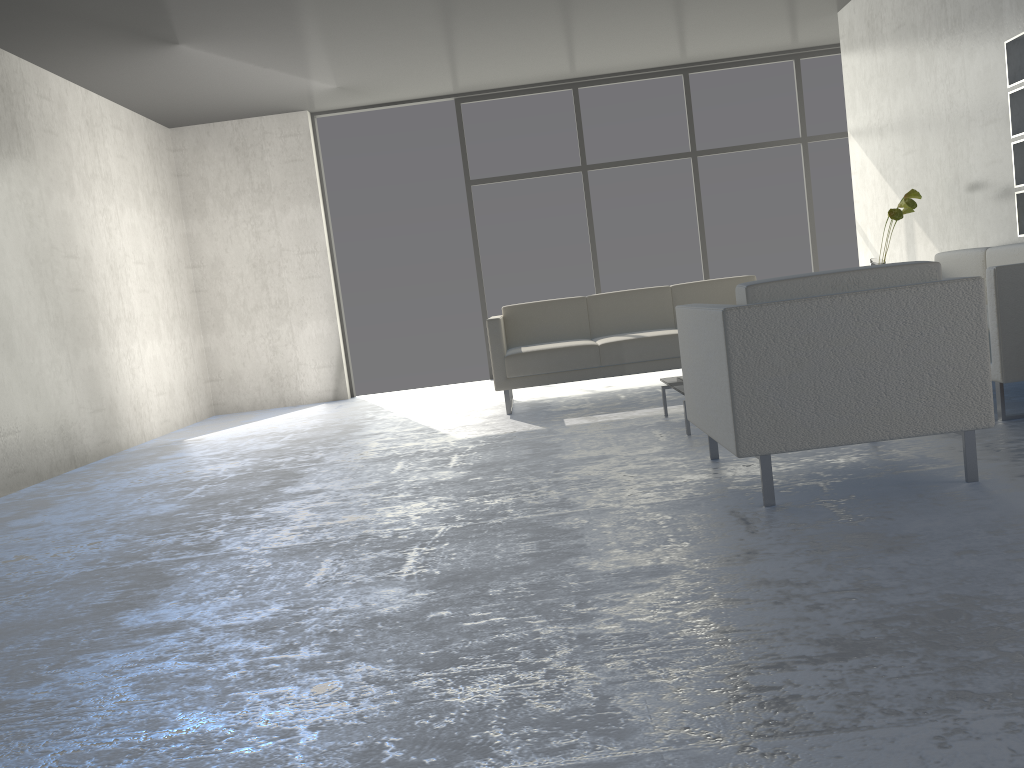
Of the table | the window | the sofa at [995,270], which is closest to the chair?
the table

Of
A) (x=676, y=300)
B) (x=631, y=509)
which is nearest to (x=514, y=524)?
(x=631, y=509)

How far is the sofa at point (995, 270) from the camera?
3.3 meters

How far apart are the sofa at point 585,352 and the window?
1.95m

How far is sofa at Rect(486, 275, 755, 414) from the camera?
5.3m

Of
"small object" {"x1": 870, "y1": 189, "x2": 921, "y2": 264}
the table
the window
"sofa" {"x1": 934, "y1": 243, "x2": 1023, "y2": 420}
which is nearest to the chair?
the table

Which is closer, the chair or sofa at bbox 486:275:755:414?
the chair

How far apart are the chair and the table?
0.7m

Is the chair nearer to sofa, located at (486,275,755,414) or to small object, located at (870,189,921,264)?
sofa, located at (486,275,755,414)

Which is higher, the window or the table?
the window
